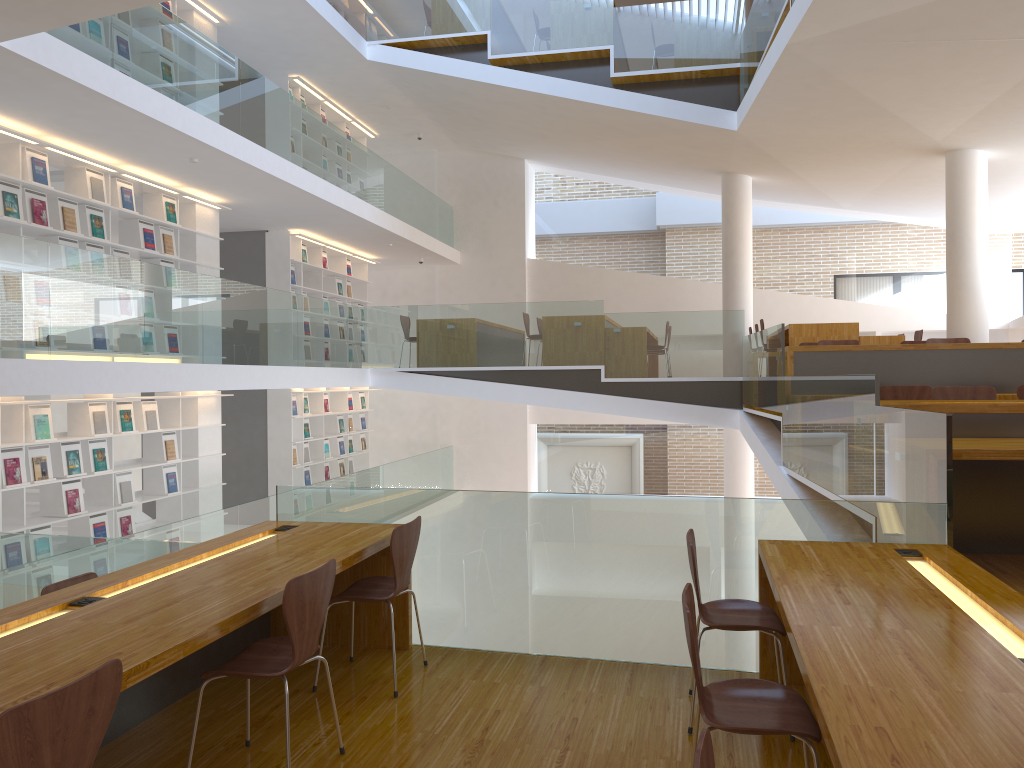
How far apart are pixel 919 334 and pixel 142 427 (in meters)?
8.79

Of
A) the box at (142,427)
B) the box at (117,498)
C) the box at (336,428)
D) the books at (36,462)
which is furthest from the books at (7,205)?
the box at (336,428)

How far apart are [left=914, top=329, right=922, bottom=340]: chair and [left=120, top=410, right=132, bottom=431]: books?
8.9 meters

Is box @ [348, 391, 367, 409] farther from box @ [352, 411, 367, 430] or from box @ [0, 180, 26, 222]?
box @ [0, 180, 26, 222]

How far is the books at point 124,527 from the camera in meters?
8.2

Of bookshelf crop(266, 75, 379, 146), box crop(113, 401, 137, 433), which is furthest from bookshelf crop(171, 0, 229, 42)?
box crop(113, 401, 137, 433)

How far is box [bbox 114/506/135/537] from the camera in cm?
813

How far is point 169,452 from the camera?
8.89m

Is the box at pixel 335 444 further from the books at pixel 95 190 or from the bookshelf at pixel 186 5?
the books at pixel 95 190

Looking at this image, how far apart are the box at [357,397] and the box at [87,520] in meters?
6.3
